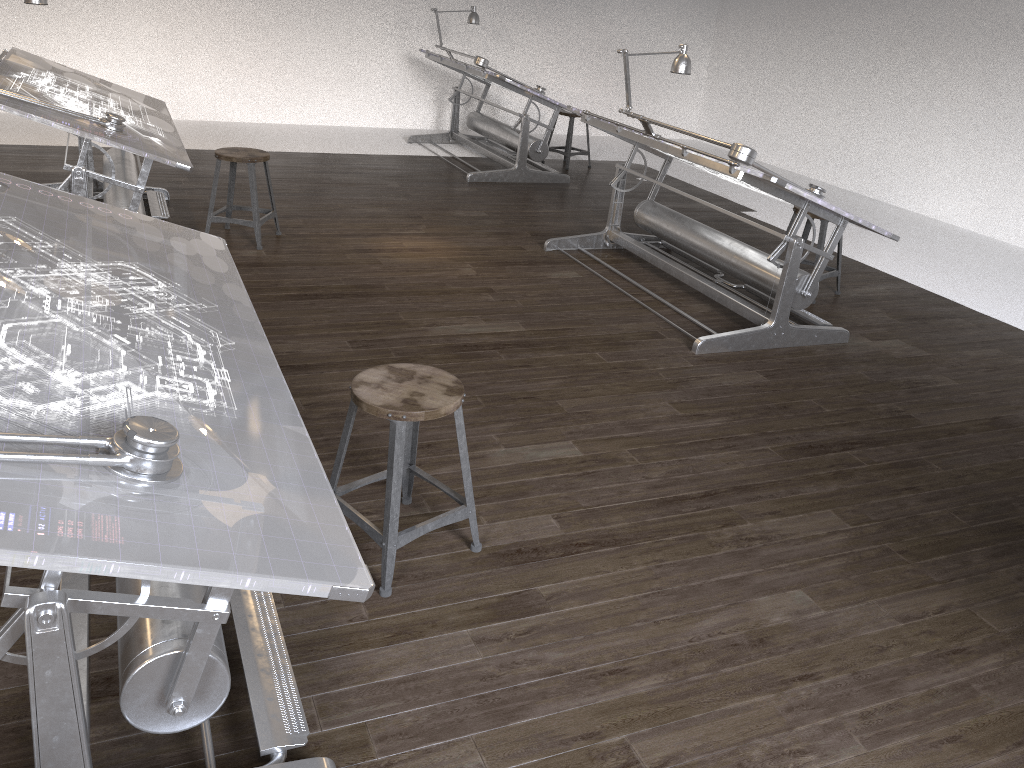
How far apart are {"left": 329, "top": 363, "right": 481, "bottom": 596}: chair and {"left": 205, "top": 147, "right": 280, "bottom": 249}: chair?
2.80m

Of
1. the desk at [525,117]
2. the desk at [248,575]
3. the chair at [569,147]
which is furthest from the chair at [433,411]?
the chair at [569,147]

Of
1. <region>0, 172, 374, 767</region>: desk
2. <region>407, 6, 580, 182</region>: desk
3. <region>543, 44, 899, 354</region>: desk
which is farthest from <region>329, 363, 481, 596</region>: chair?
<region>407, 6, 580, 182</region>: desk

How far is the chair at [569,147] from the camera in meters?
8.4

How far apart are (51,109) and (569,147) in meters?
5.2

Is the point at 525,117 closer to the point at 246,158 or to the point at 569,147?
the point at 569,147

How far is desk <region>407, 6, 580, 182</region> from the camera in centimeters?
743cm

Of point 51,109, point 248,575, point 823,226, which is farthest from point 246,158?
point 248,575

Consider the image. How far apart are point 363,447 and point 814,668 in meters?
1.6 m

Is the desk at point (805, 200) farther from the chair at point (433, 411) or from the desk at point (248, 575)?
the desk at point (248, 575)
